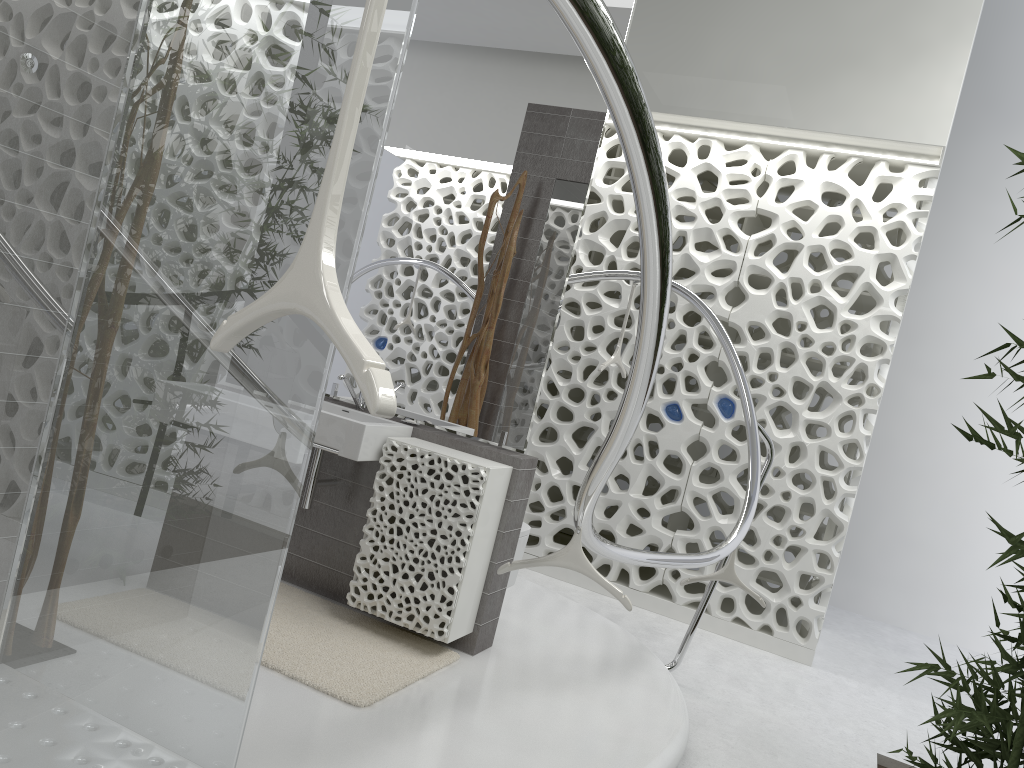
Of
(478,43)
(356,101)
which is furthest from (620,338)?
(356,101)

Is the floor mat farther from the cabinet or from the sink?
the sink

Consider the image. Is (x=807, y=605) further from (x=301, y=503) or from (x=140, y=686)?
(x=140, y=686)

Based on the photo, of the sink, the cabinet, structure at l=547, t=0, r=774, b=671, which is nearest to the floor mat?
the cabinet

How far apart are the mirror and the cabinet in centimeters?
6cm

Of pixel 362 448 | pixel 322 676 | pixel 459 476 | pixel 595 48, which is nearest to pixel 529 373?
pixel 459 476

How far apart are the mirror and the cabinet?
0.06m

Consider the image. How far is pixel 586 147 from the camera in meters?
3.8

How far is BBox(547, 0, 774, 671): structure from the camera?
1.20m

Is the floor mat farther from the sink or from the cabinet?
the sink
